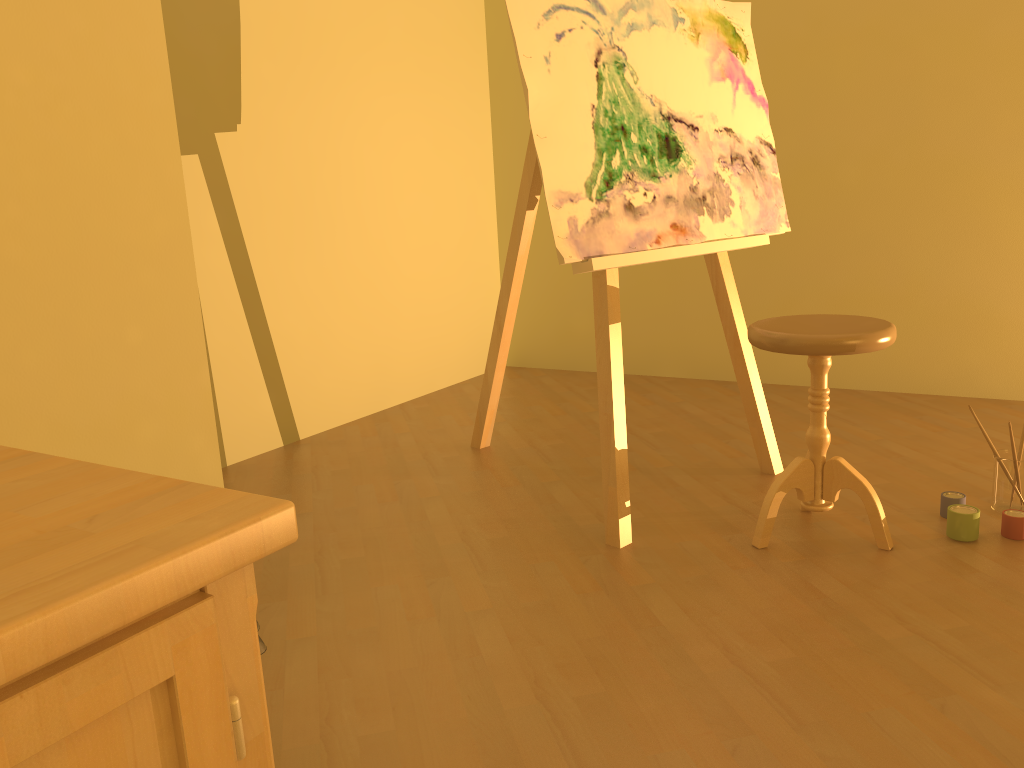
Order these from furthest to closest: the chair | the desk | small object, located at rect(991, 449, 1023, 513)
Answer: small object, located at rect(991, 449, 1023, 513) → the chair → the desk

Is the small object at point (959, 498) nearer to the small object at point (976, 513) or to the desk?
the small object at point (976, 513)

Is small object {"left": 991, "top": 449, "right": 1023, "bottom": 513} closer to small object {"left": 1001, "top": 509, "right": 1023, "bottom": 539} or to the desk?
small object {"left": 1001, "top": 509, "right": 1023, "bottom": 539}

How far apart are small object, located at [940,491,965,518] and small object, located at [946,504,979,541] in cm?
9

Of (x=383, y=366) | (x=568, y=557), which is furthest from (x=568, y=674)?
(x=383, y=366)

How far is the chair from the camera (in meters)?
2.03

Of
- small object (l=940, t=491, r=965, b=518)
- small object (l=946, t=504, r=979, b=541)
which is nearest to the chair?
small object (l=946, t=504, r=979, b=541)

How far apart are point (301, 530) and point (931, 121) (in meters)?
2.80

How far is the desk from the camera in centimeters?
46cm

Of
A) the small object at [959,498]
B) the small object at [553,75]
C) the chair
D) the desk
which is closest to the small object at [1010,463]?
the small object at [959,498]
